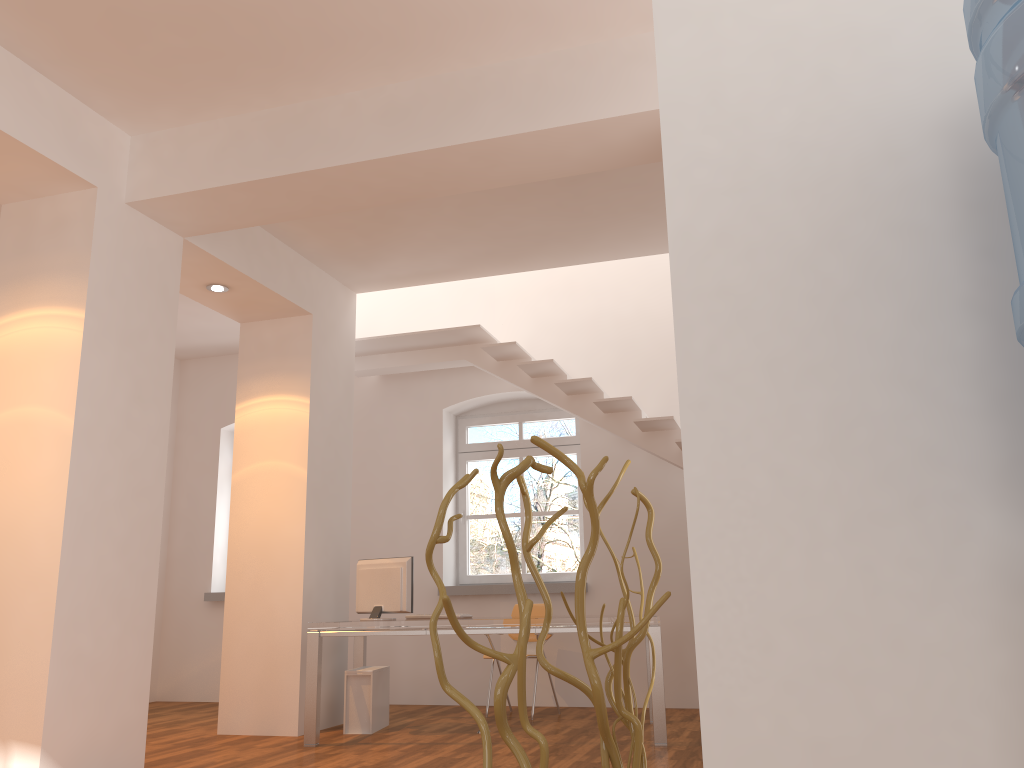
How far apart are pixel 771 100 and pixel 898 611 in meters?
0.7 m

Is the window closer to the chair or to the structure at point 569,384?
the chair

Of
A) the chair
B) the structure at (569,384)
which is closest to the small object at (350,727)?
the chair

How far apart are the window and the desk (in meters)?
1.46

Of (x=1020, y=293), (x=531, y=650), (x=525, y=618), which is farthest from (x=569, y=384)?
(x=1020, y=293)

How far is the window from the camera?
8.2 meters

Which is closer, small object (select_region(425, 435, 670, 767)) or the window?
small object (select_region(425, 435, 670, 767))

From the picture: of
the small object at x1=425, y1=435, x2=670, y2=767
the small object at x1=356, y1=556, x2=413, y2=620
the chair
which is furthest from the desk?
the small object at x1=425, y1=435, x2=670, y2=767

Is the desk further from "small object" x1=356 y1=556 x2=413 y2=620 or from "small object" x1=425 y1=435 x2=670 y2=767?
"small object" x1=425 y1=435 x2=670 y2=767

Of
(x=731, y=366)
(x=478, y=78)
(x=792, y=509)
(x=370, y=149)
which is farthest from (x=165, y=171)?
(x=792, y=509)
